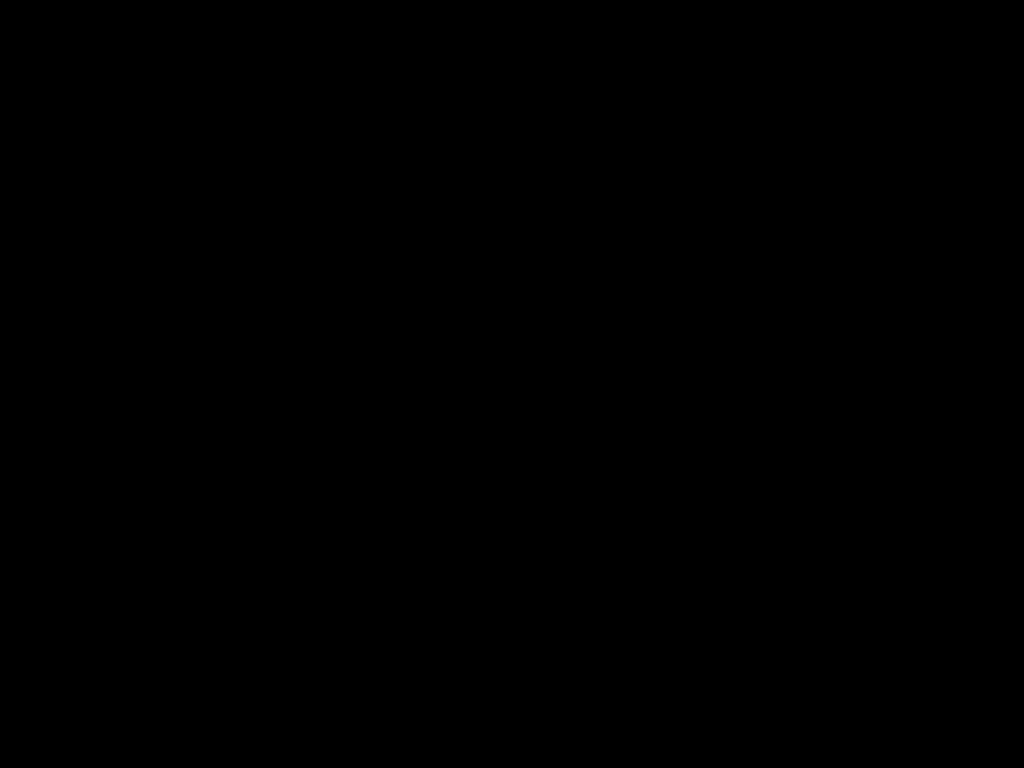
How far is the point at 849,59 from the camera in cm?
39

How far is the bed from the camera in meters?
0.4

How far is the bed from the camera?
0.39m
